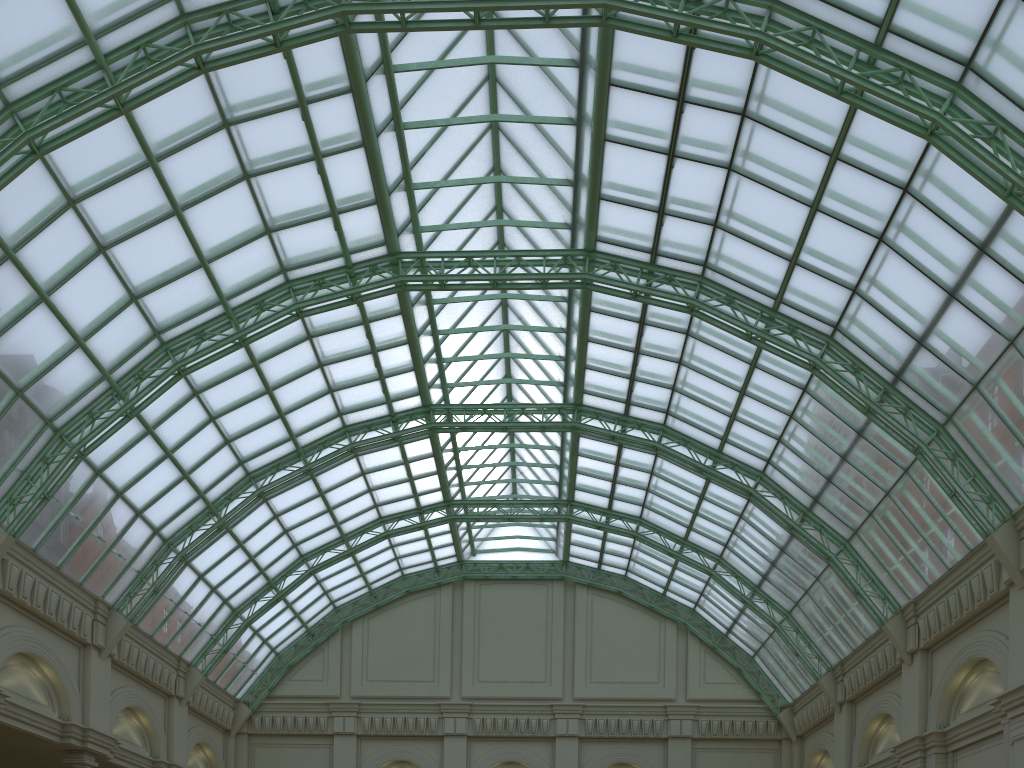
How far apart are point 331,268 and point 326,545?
18.3 meters

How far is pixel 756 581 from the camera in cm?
4474
